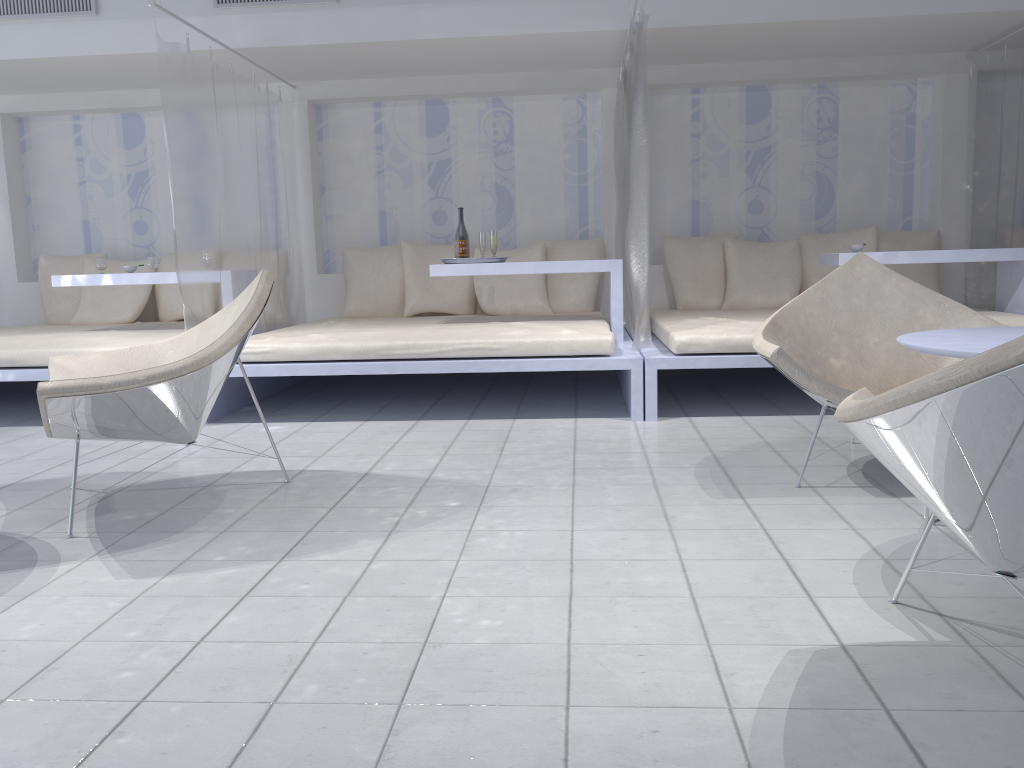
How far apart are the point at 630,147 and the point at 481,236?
1.32m

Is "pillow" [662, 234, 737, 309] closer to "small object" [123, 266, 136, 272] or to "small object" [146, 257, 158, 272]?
"small object" [146, 257, 158, 272]

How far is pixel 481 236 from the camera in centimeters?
509cm

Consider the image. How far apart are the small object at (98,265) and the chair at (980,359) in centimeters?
481cm

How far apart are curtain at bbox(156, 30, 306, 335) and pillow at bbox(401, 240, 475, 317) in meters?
0.7

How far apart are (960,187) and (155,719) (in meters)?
5.86

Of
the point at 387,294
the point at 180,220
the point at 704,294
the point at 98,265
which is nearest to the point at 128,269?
the point at 98,265

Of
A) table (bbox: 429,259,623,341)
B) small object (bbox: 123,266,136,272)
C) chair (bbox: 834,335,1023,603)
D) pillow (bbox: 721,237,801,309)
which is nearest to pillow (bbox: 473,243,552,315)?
table (bbox: 429,259,623,341)

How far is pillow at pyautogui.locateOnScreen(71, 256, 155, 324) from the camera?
6.0m

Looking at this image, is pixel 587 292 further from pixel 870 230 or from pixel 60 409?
pixel 60 409
